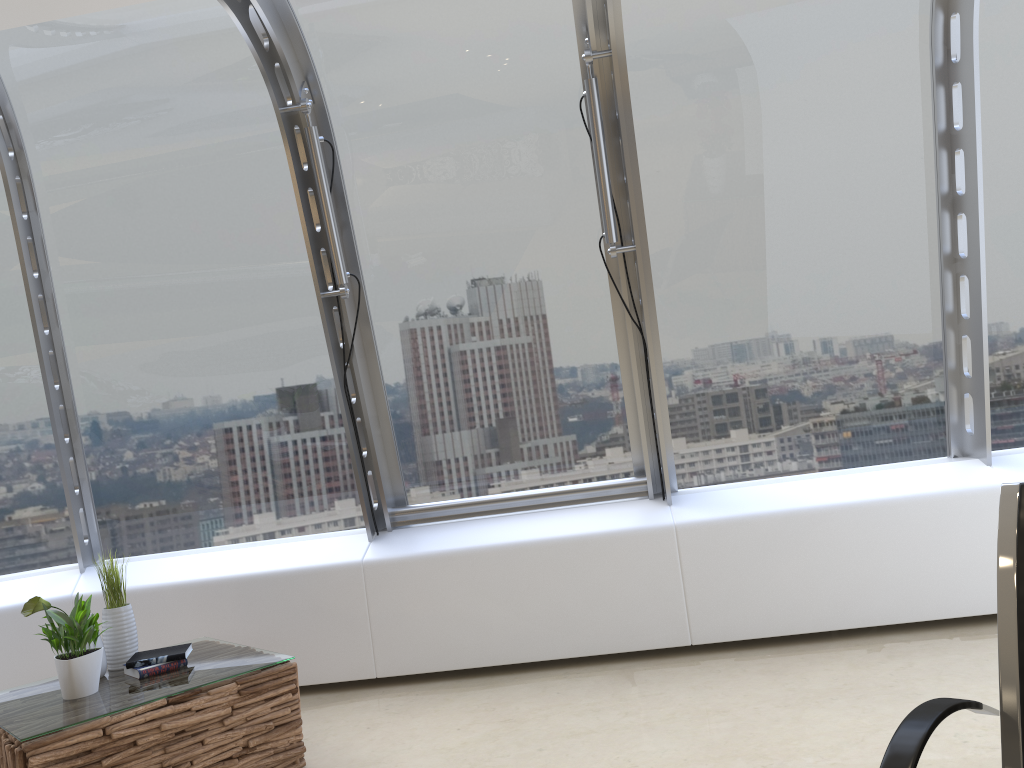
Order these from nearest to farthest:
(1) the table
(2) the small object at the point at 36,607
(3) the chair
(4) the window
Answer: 1. (3) the chair
2. (1) the table
3. (2) the small object at the point at 36,607
4. (4) the window

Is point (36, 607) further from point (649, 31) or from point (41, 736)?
point (649, 31)

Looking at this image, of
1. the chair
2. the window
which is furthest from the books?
the chair

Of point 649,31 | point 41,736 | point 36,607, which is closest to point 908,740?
point 41,736

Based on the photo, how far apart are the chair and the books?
2.85m

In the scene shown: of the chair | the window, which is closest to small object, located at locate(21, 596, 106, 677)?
the window

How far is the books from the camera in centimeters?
342cm

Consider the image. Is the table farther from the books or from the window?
the window

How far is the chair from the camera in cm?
137

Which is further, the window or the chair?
the window
